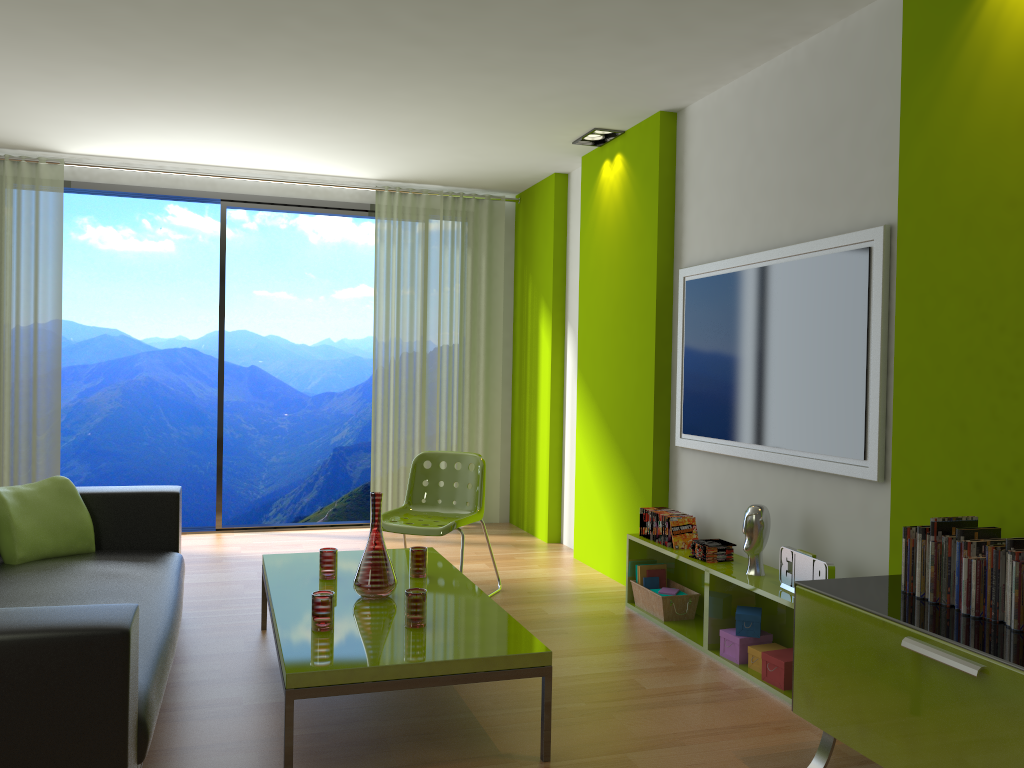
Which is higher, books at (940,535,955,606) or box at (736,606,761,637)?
books at (940,535,955,606)

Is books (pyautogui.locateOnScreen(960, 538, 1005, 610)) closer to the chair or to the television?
the television

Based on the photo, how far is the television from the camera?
3.3 meters

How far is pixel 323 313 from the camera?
12.72m

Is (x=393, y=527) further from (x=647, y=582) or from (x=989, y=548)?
(x=989, y=548)

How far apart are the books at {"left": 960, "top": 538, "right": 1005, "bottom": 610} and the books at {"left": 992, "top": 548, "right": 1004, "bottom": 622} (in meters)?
0.09

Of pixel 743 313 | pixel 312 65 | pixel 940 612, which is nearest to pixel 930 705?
pixel 940 612

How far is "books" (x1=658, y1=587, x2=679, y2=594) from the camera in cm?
441

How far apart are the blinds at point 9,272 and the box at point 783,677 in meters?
4.8

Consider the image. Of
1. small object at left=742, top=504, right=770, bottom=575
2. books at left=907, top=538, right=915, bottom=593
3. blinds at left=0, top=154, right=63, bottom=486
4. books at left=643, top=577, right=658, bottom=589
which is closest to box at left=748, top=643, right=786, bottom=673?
small object at left=742, top=504, right=770, bottom=575
